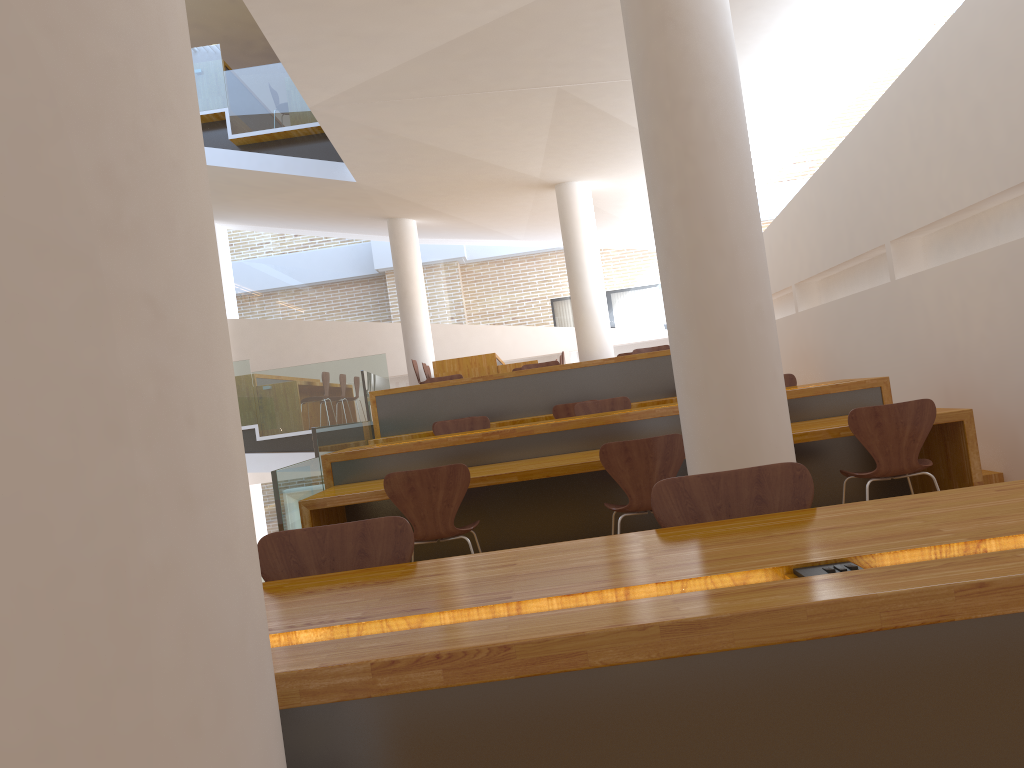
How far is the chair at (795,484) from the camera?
2.1 meters

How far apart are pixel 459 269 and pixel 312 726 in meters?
14.1 m

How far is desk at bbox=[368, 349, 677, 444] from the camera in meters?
7.8 m

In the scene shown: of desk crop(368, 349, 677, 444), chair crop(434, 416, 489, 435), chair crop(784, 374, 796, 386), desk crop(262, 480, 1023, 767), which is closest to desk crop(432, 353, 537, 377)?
desk crop(368, 349, 677, 444)

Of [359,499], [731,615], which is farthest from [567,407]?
[731,615]

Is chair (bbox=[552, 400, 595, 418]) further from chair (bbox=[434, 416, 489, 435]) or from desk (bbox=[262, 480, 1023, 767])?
desk (bbox=[262, 480, 1023, 767])

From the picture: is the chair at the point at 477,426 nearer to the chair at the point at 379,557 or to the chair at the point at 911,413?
the chair at the point at 911,413

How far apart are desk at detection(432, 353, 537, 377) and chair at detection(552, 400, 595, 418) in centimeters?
349cm

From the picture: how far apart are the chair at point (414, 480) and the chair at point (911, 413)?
1.73m

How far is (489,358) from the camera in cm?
1054
